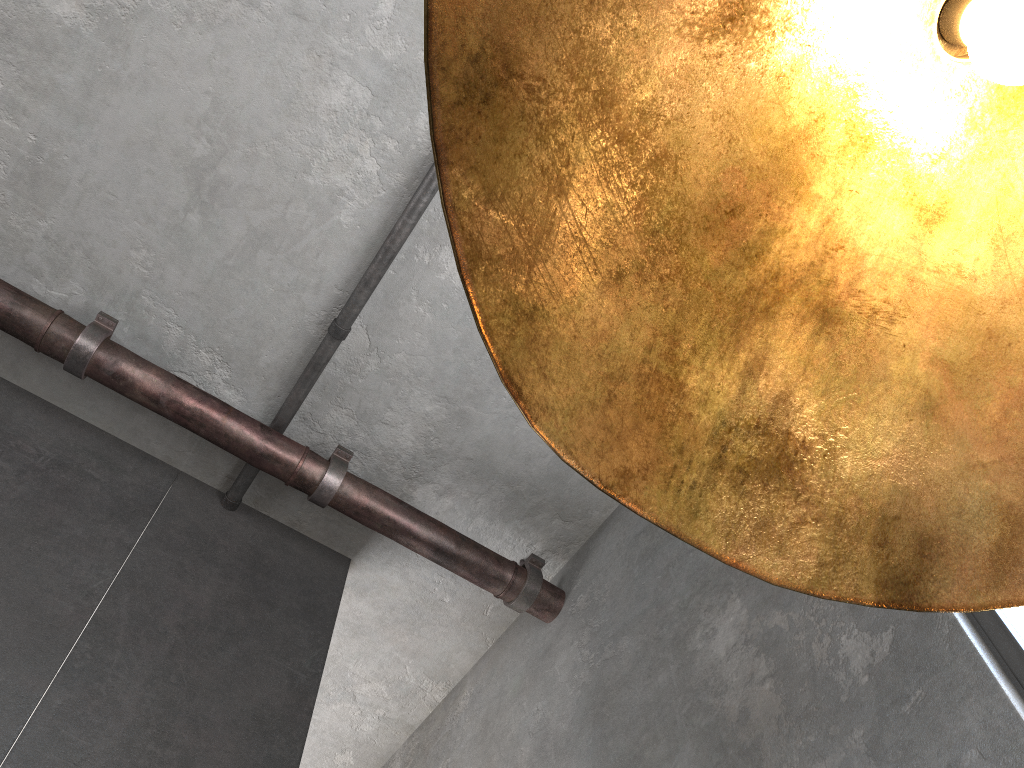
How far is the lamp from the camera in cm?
46

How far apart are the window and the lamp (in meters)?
2.06

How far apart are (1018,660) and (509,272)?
2.36m

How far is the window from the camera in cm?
227

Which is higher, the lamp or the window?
the window

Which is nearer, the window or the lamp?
the lamp

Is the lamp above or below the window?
below

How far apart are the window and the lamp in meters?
2.1

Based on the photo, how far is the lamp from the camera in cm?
46

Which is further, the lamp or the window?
the window
